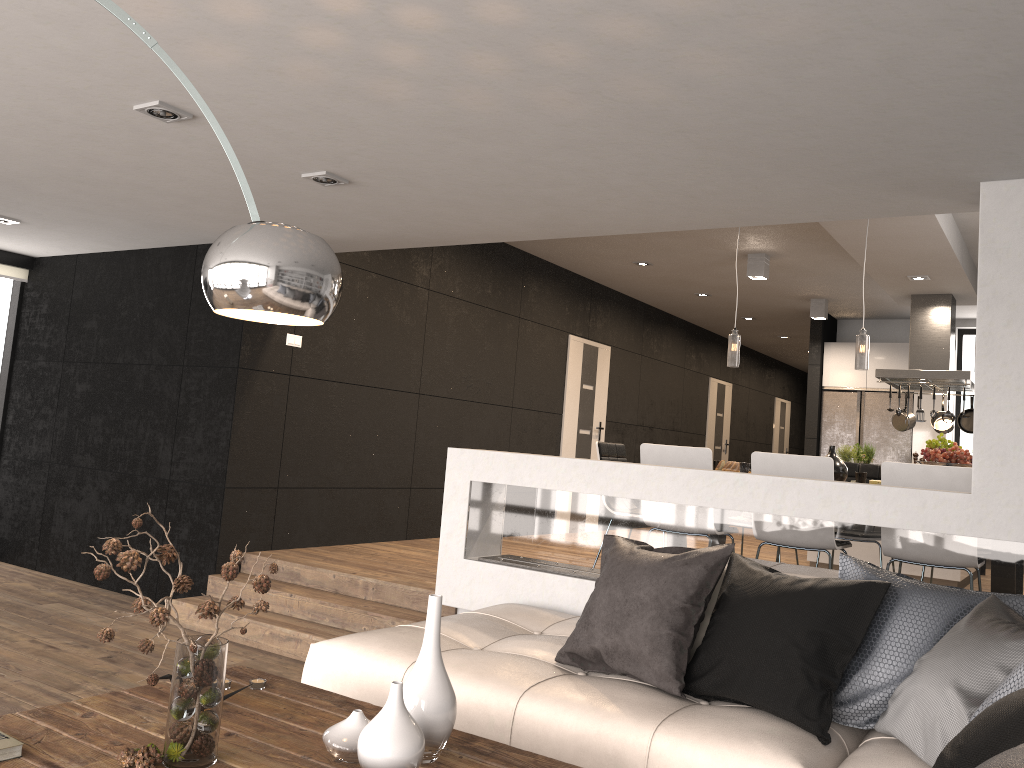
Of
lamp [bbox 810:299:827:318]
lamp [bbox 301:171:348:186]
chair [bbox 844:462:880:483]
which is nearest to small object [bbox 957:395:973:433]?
lamp [bbox 810:299:827:318]

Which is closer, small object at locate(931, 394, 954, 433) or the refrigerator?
small object at locate(931, 394, 954, 433)

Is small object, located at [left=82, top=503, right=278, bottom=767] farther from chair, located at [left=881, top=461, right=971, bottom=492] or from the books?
chair, located at [left=881, top=461, right=971, bottom=492]

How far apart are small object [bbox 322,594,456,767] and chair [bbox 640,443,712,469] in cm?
298

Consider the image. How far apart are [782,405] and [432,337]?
10.5m

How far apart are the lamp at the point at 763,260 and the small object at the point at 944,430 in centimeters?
233cm

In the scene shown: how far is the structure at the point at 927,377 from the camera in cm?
761

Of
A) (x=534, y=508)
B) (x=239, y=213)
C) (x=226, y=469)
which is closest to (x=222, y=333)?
(x=226, y=469)

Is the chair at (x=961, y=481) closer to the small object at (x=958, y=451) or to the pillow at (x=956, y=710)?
the small object at (x=958, y=451)

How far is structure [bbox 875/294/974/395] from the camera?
7.6m
